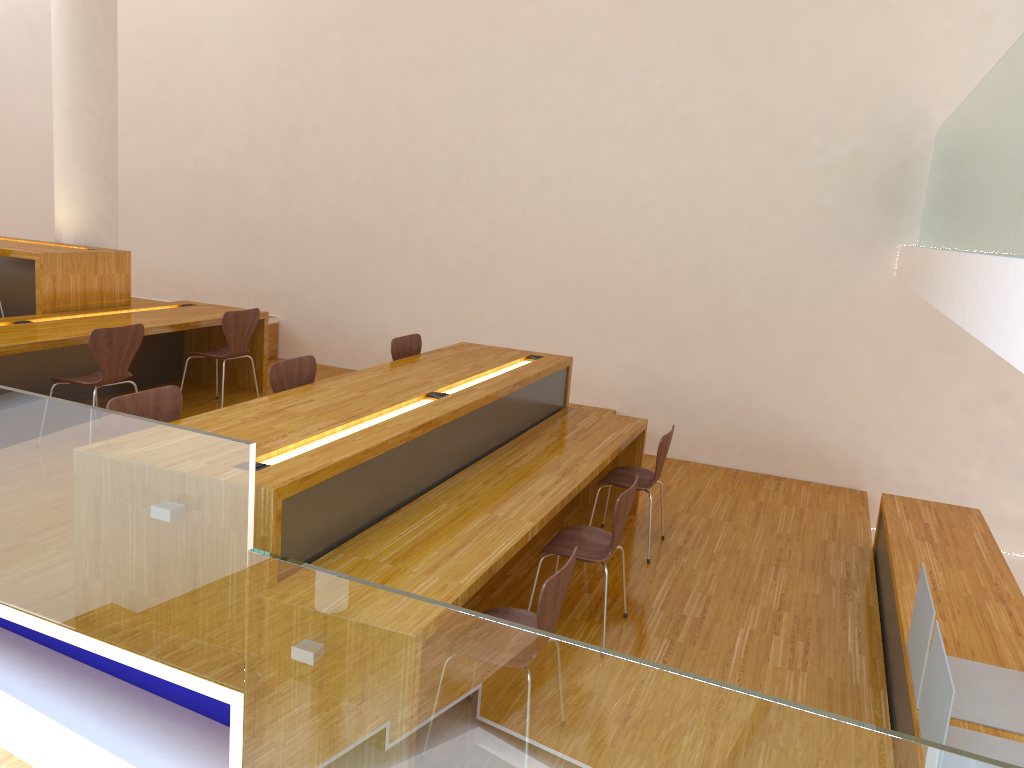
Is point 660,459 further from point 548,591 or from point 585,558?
point 548,591

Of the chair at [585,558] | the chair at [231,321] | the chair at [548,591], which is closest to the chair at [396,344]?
the chair at [231,321]

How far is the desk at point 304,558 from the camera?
2.9m

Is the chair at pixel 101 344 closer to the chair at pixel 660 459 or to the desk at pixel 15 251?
the desk at pixel 15 251

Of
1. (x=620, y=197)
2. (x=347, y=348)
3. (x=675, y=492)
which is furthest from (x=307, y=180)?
(x=675, y=492)

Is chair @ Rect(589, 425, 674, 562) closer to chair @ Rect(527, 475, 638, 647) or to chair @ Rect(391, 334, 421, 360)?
chair @ Rect(527, 475, 638, 647)

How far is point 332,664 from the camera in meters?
2.5 m

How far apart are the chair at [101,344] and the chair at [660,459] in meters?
2.7 m

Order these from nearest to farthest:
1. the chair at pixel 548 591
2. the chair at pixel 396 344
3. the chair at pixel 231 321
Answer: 1. the chair at pixel 548 591
2. the chair at pixel 396 344
3. the chair at pixel 231 321

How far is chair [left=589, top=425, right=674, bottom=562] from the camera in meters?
4.7
